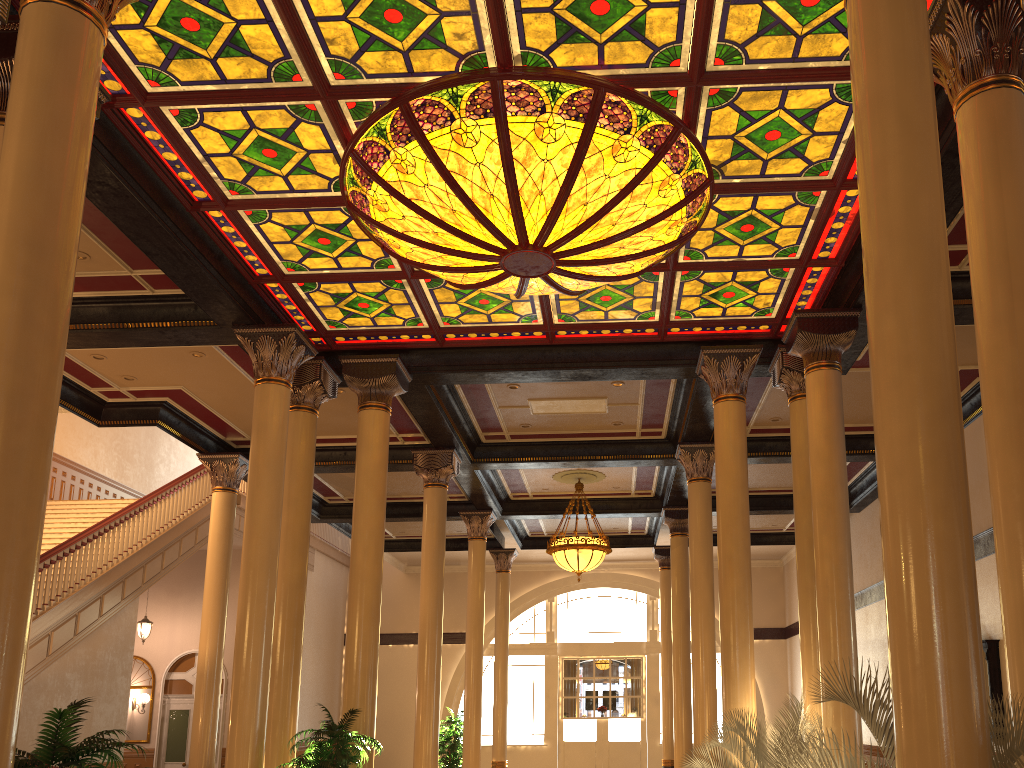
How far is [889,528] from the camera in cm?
341

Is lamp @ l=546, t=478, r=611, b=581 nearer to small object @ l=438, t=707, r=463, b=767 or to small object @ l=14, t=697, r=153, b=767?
small object @ l=438, t=707, r=463, b=767

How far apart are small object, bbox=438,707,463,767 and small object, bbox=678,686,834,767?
8.6m

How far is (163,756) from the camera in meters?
18.6 m

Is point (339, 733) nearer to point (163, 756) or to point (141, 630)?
point (141, 630)

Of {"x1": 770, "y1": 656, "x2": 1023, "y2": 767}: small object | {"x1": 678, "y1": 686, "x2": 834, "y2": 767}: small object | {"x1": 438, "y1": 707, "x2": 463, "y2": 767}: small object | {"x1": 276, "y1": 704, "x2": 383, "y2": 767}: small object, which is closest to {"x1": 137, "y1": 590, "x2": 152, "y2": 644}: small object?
{"x1": 438, "y1": 707, "x2": 463, "y2": 767}: small object

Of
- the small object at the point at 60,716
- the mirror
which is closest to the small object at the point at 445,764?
the mirror

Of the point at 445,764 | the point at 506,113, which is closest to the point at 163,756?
the point at 445,764

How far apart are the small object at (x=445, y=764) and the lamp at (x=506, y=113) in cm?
1029

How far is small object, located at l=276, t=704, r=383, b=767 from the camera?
7.7 meters
